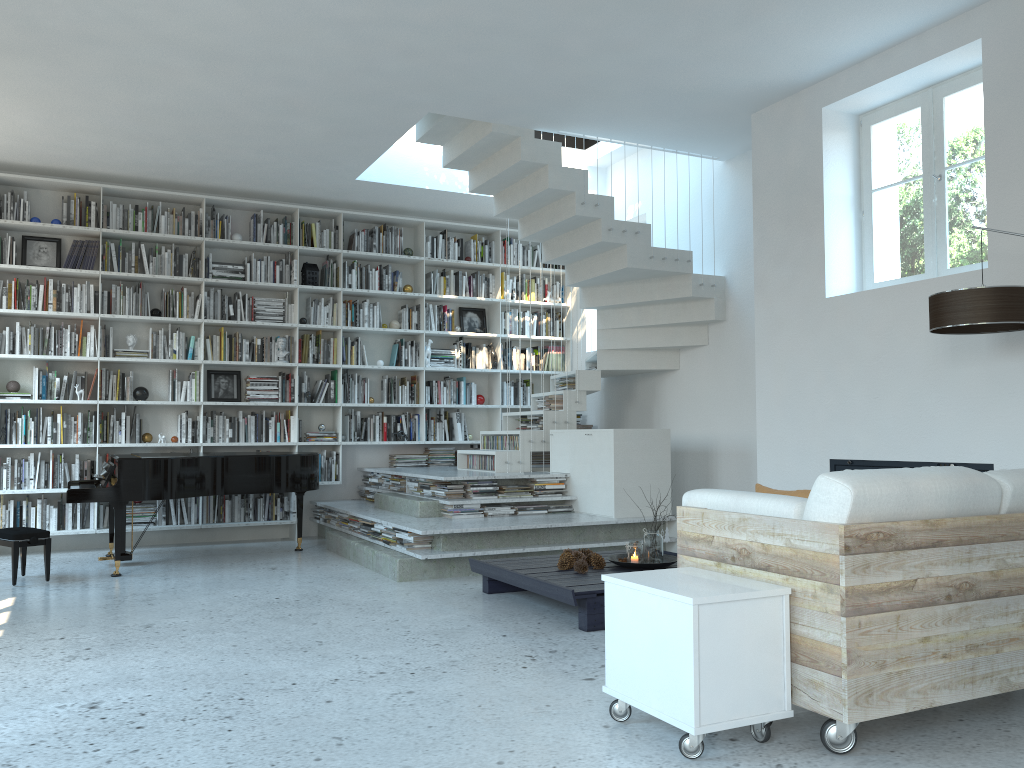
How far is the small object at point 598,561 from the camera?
5.1 meters

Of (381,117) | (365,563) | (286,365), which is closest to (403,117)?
(381,117)

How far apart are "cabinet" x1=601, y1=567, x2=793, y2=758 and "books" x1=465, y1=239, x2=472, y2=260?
6.58m

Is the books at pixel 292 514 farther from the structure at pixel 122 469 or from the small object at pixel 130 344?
the small object at pixel 130 344

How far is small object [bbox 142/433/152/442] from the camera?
7.8 meters

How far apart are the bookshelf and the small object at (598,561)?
3.94m

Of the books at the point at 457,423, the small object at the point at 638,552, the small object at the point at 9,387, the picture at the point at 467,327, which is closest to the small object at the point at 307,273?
the picture at the point at 467,327

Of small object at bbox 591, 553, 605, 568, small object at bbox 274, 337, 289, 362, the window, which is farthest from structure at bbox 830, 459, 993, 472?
small object at bbox 274, 337, 289, 362

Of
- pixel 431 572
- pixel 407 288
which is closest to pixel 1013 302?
pixel 431 572

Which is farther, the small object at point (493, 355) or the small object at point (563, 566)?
the small object at point (493, 355)
